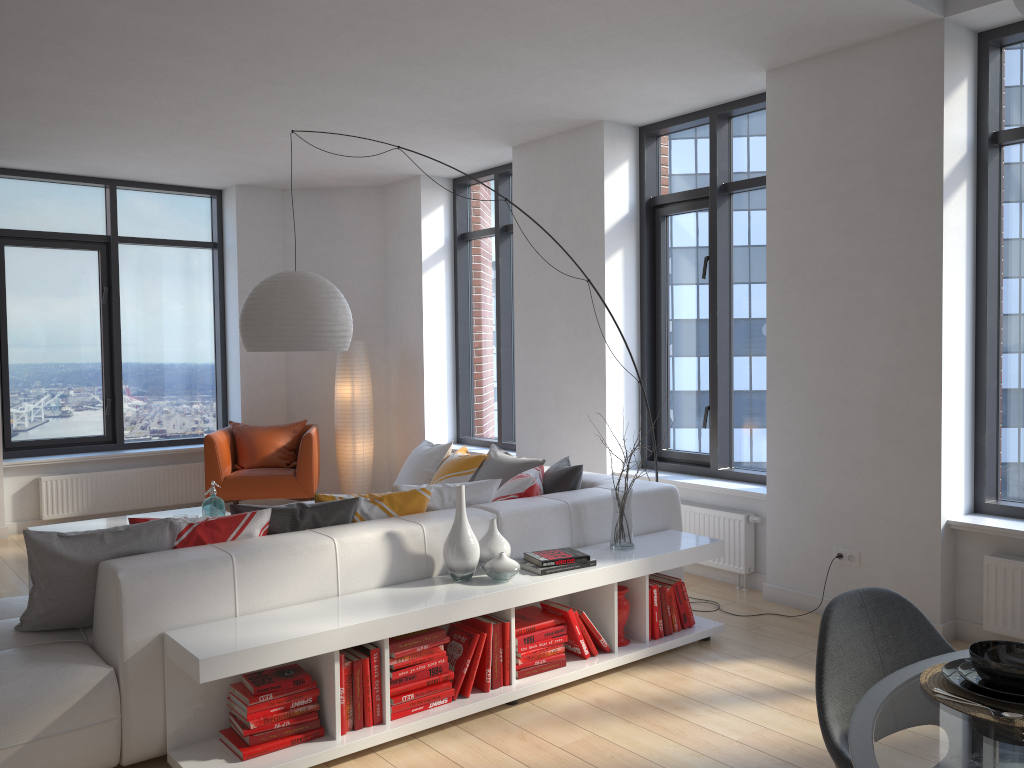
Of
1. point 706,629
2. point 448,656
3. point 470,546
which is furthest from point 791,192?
point 448,656

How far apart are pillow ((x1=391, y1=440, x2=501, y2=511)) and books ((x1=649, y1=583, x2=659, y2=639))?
0.87m

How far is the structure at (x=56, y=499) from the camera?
7.33m

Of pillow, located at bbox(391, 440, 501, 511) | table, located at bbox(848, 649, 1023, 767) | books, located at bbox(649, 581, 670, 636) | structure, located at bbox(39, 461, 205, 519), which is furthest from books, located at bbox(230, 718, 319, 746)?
structure, located at bbox(39, 461, 205, 519)

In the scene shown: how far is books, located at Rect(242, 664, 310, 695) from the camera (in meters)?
3.09

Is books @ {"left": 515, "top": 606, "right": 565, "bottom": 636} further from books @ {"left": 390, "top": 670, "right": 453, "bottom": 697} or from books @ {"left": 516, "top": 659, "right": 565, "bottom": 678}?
books @ {"left": 390, "top": 670, "right": 453, "bottom": 697}

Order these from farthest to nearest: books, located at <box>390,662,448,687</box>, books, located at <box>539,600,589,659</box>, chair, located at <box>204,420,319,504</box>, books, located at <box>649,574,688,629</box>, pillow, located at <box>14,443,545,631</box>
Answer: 1. chair, located at <box>204,420,319,504</box>
2. books, located at <box>649,574,688,629</box>
3. books, located at <box>539,600,589,659</box>
4. books, located at <box>390,662,448,687</box>
5. pillow, located at <box>14,443,545,631</box>

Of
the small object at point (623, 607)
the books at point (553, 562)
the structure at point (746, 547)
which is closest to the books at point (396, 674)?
the books at point (553, 562)

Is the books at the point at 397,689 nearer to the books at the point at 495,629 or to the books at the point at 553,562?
the books at the point at 495,629

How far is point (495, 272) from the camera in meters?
7.6
